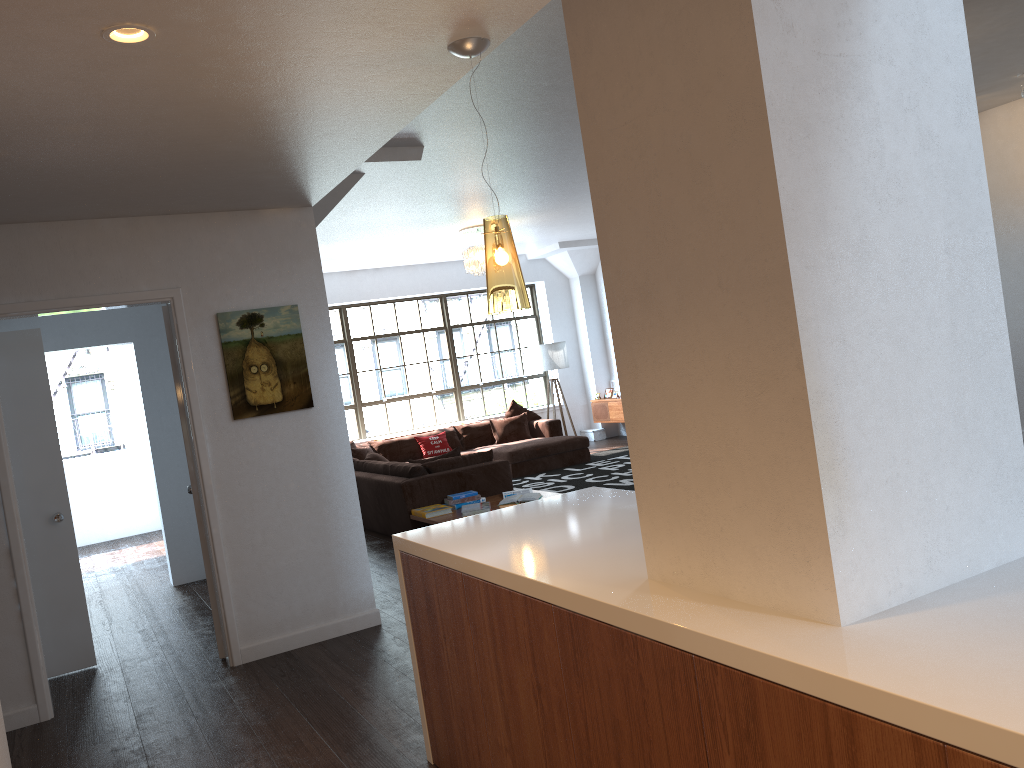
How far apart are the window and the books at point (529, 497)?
5.8 meters

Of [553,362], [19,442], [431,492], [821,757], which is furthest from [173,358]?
[553,362]

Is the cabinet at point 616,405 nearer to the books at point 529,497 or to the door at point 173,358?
the books at point 529,497

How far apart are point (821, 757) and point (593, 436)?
12.09m

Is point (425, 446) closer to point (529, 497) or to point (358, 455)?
point (358, 455)

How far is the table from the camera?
7.0 meters

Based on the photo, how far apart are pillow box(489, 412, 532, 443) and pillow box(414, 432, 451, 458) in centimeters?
72cm

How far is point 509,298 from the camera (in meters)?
2.93

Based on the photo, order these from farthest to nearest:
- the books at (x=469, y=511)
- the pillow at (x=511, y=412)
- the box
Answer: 1. the box
2. the pillow at (x=511, y=412)
3. the books at (x=469, y=511)

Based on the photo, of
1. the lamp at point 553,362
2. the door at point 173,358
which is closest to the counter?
the door at point 173,358
